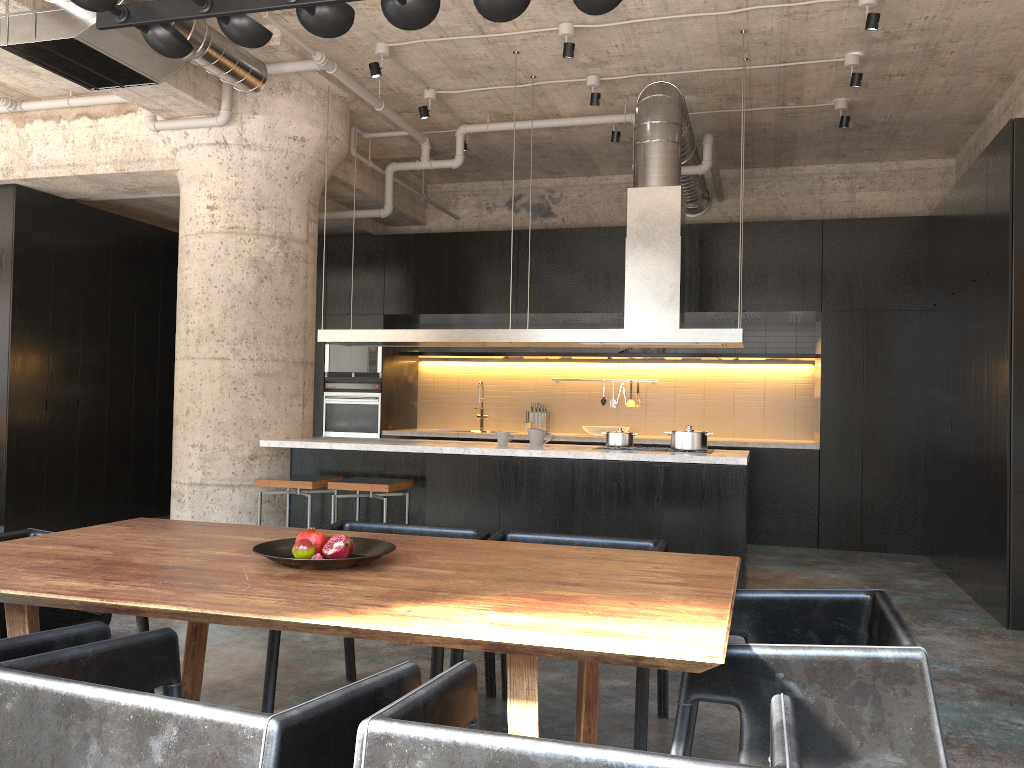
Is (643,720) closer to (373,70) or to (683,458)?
(683,458)

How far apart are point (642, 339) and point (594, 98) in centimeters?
201cm

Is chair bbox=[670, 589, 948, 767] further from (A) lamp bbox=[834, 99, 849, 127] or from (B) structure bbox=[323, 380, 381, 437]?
(B) structure bbox=[323, 380, 381, 437]

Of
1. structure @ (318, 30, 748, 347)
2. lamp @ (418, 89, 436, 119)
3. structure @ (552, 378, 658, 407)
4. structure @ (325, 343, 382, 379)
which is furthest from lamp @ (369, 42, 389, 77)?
structure @ (552, 378, 658, 407)

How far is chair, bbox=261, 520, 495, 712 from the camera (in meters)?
3.30

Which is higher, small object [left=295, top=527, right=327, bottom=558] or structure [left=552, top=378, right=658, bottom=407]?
structure [left=552, top=378, right=658, bottom=407]

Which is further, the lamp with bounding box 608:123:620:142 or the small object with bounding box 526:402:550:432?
the small object with bounding box 526:402:550:432

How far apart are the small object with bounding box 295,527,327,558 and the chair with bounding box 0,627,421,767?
0.6 meters

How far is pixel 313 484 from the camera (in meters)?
6.08

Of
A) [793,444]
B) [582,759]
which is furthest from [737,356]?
[582,759]
